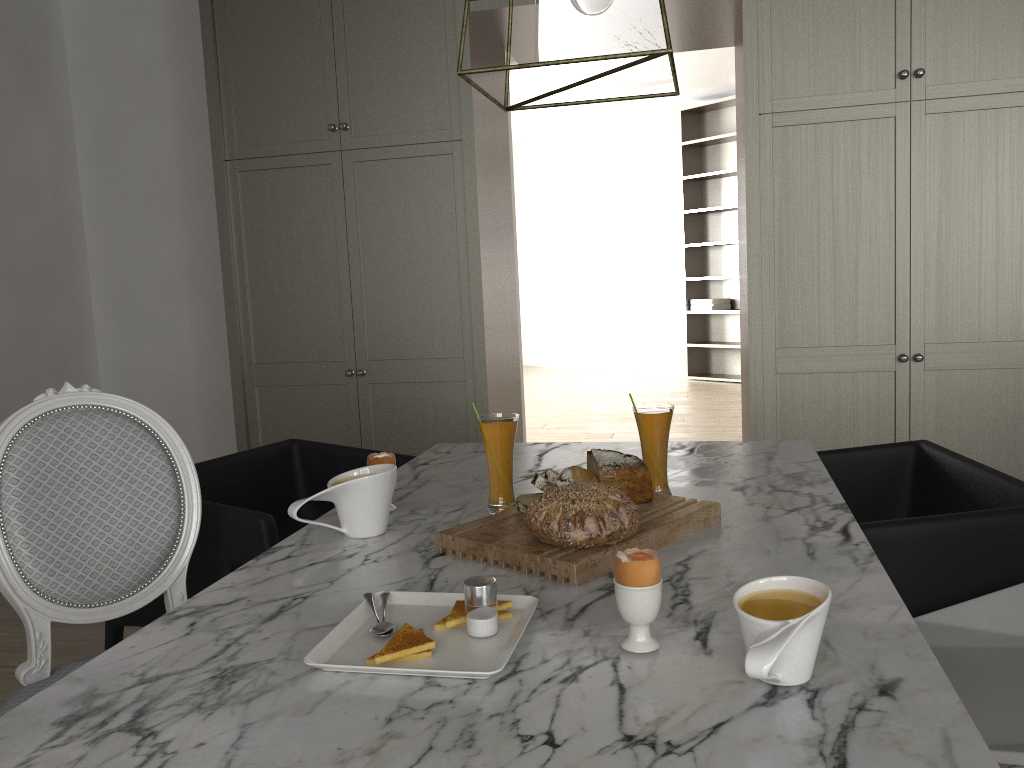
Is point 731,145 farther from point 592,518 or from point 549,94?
point 592,518

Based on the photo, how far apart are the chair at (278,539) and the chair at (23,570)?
0.09m

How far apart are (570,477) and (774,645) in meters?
0.6

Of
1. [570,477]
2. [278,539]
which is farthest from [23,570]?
[570,477]

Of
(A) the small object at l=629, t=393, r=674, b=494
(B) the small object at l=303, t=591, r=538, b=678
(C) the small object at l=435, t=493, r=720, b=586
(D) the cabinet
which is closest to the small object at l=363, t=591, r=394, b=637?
(B) the small object at l=303, t=591, r=538, b=678

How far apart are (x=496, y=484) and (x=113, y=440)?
0.7 meters

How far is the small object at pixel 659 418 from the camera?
1.47m

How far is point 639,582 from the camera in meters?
0.9 m

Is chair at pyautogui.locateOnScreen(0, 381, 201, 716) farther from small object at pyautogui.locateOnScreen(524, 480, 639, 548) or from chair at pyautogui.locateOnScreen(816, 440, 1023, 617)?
chair at pyautogui.locateOnScreen(816, 440, 1023, 617)

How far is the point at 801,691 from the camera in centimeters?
81cm
